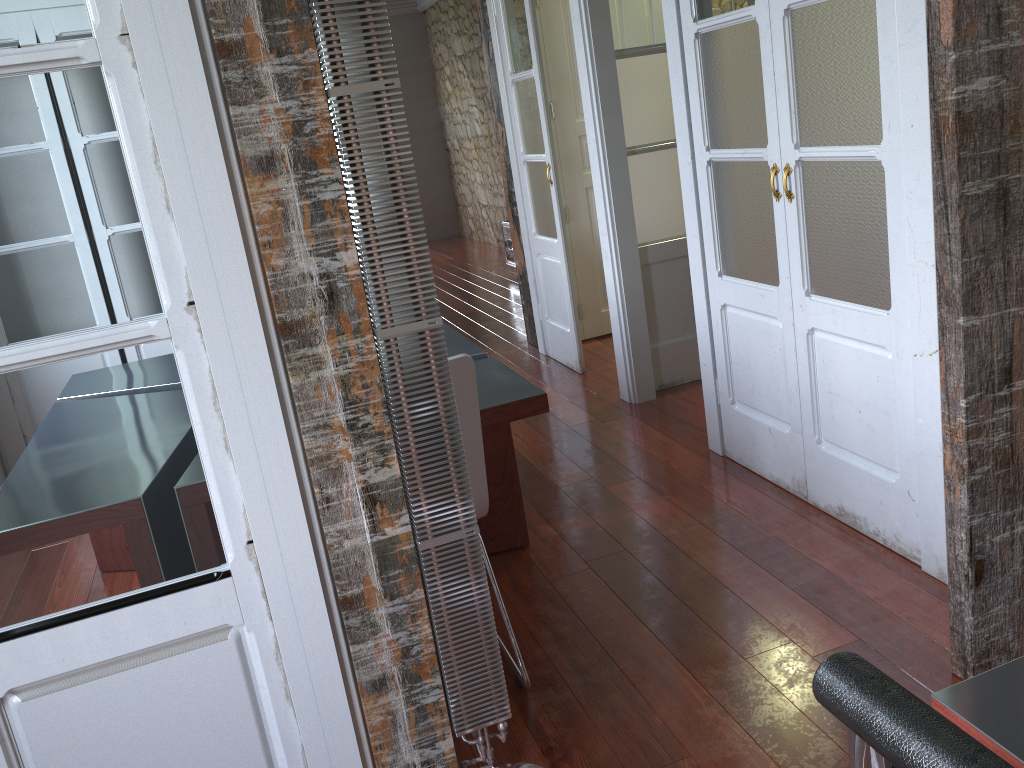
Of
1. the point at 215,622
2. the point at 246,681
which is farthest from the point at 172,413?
the point at 246,681

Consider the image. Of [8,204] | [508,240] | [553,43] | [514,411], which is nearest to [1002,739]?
[8,204]

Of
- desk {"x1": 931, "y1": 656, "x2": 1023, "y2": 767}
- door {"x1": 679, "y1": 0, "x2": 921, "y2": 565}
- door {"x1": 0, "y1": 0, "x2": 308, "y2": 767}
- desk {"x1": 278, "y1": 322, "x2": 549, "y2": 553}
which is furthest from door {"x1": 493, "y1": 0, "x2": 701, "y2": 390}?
desk {"x1": 931, "y1": 656, "x2": 1023, "y2": 767}

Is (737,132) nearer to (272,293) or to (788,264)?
(788,264)

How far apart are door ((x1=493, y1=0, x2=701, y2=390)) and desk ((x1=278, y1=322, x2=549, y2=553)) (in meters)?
1.21

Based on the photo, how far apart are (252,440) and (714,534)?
1.8m

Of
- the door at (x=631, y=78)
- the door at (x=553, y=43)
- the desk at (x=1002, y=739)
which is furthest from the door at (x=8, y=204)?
the door at (x=553, y=43)

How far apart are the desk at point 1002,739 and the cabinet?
6.9 meters

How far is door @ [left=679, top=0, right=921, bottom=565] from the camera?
2.34m

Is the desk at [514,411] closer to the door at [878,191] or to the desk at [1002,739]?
the door at [878,191]
